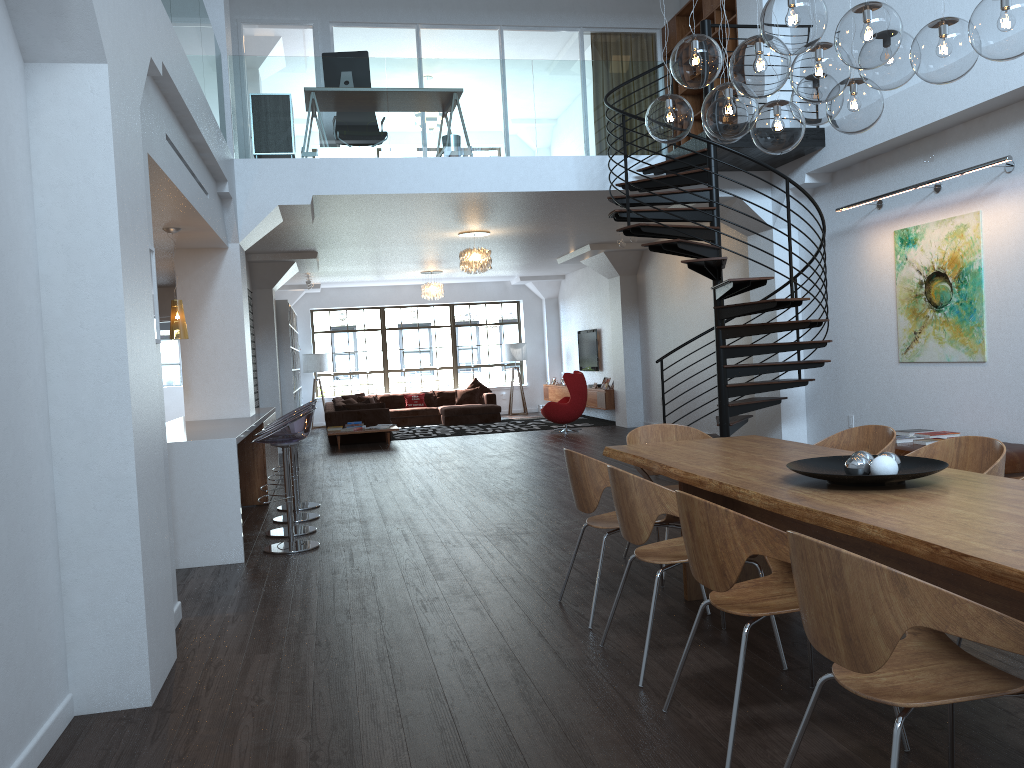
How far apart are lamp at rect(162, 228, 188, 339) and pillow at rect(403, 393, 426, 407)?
11.2m

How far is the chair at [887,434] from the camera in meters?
4.7

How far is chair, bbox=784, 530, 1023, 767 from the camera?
1.96m

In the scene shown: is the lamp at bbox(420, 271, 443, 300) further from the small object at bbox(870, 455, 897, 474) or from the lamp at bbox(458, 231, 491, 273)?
the small object at bbox(870, 455, 897, 474)

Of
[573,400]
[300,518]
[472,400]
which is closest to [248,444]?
[300,518]

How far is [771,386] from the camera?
8.6m

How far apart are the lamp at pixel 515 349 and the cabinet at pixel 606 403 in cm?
84

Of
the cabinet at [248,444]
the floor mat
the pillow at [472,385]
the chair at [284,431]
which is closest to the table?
the chair at [284,431]

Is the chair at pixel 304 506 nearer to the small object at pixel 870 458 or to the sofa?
the small object at pixel 870 458

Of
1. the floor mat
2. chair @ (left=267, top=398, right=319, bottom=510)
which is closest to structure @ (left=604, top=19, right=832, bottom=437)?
chair @ (left=267, top=398, right=319, bottom=510)
